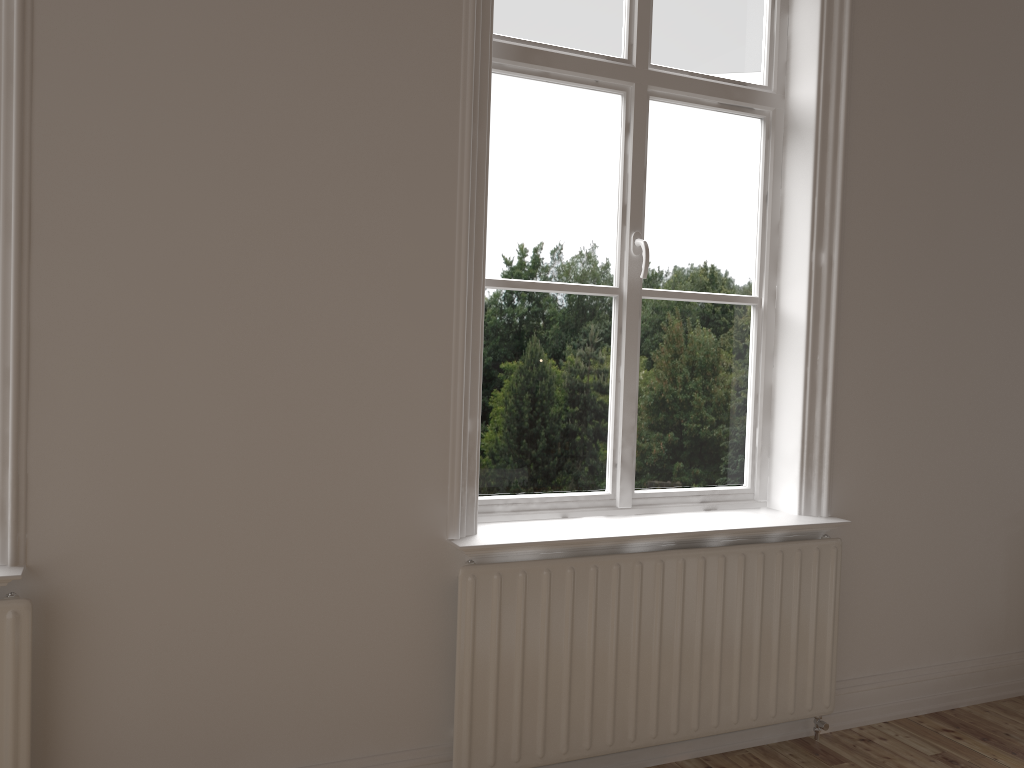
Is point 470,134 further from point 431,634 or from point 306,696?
point 306,696

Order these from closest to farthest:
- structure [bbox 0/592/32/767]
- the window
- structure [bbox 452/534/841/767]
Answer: structure [bbox 0/592/32/767]
structure [bbox 452/534/841/767]
the window

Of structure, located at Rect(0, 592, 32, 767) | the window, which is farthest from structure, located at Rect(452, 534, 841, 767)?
structure, located at Rect(0, 592, 32, 767)

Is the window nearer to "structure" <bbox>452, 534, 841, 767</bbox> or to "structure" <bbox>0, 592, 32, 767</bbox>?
"structure" <bbox>452, 534, 841, 767</bbox>

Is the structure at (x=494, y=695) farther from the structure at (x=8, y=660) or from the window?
the structure at (x=8, y=660)

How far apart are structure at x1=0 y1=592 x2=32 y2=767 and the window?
1.1 meters

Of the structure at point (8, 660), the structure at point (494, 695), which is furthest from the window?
the structure at point (8, 660)

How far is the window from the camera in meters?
2.5 m

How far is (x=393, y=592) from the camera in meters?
2.2 m

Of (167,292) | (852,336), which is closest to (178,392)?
(167,292)
